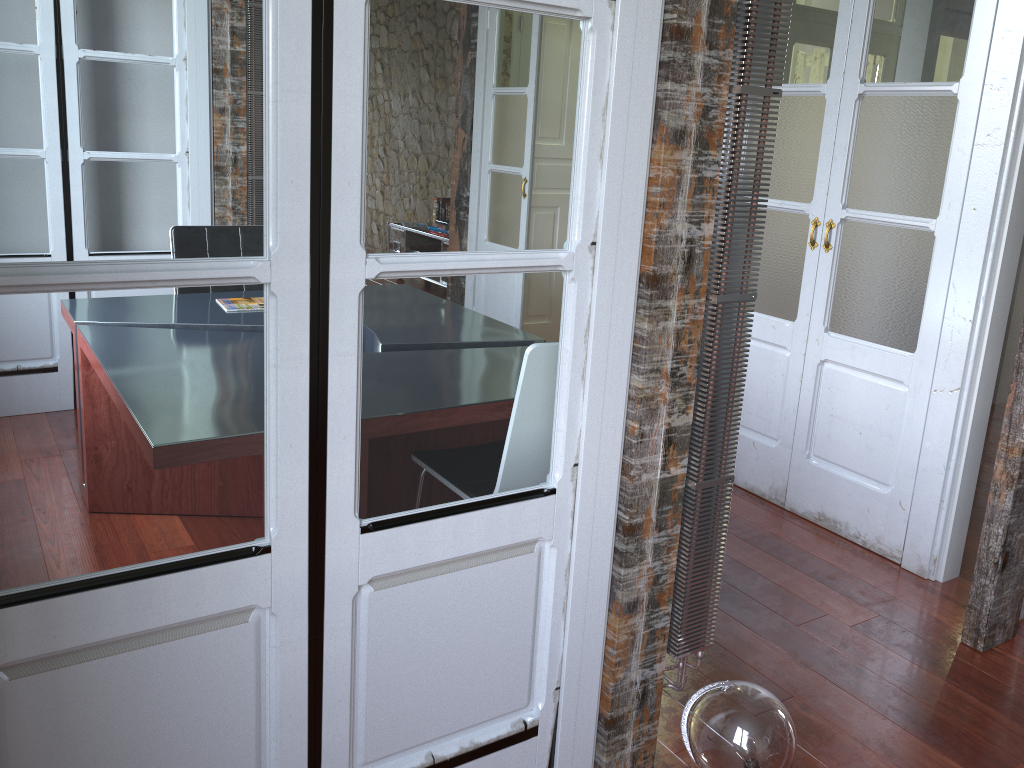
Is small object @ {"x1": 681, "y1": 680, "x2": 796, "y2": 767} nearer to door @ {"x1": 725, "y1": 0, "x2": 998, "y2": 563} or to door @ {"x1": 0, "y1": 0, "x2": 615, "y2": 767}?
door @ {"x1": 0, "y1": 0, "x2": 615, "y2": 767}

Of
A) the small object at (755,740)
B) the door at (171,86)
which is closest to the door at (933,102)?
the small object at (755,740)

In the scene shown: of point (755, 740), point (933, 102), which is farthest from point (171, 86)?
point (933, 102)

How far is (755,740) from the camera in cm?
178

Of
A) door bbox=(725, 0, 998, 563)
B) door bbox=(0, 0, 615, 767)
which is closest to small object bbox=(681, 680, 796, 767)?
door bbox=(0, 0, 615, 767)

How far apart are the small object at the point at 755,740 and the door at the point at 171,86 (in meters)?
0.29

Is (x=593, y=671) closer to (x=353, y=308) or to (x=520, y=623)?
(x=520, y=623)

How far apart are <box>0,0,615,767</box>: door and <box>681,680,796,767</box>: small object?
0.3 meters

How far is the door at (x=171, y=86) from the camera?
1.2 meters

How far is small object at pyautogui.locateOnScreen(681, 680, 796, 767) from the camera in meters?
1.8 m
